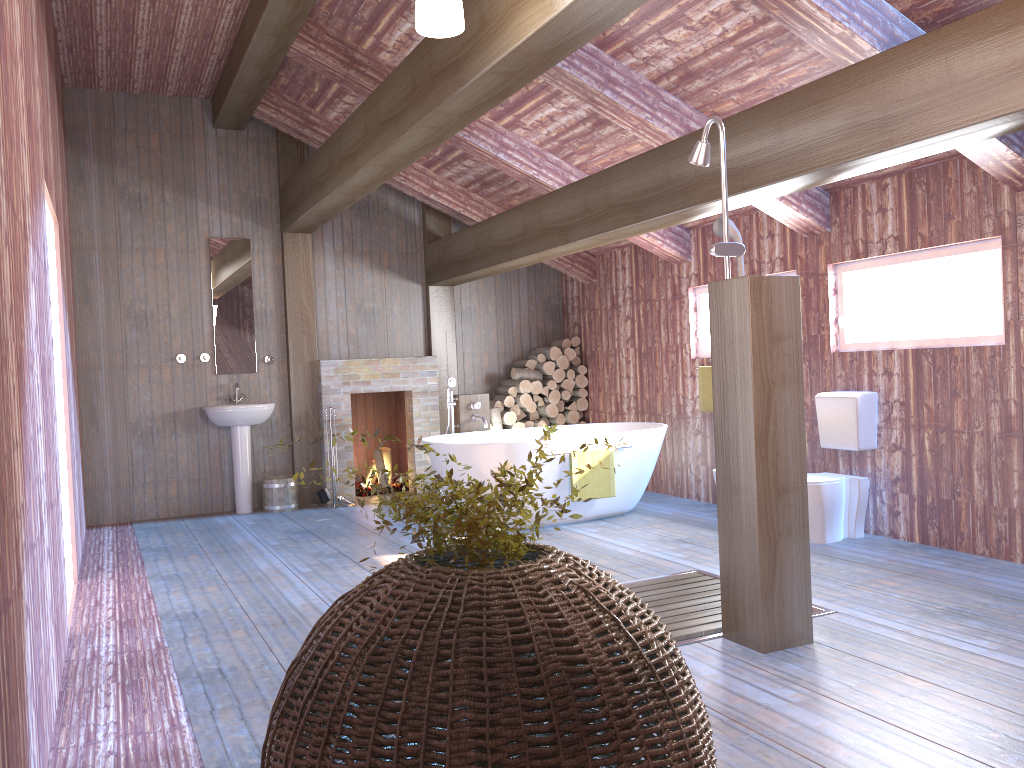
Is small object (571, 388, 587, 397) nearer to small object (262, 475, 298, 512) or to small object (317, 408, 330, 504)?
small object (317, 408, 330, 504)

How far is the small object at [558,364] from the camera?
8.7m

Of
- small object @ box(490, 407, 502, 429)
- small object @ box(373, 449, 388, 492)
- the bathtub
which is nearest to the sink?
small object @ box(373, 449, 388, 492)

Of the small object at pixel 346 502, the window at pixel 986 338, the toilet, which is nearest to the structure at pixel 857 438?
the toilet

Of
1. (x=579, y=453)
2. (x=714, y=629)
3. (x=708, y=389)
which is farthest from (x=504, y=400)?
(x=714, y=629)

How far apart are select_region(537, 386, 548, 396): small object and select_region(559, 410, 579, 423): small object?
0.33m

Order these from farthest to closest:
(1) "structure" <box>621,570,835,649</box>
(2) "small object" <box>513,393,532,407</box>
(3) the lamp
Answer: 1. (2) "small object" <box>513,393,532,407</box>
2. (1) "structure" <box>621,570,835,649</box>
3. (3) the lamp

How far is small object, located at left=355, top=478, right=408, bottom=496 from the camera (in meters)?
8.44

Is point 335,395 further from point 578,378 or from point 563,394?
point 578,378

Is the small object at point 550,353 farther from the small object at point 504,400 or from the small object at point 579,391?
the small object at point 504,400
